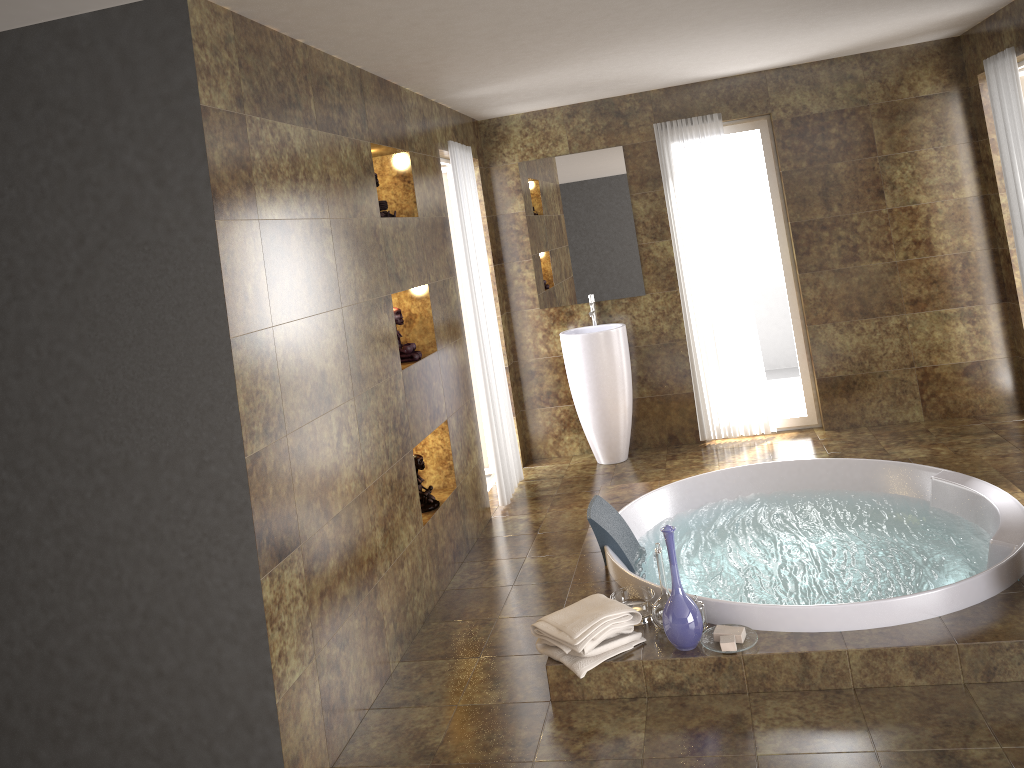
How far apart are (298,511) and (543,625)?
1.0m

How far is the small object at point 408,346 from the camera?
4.3 meters

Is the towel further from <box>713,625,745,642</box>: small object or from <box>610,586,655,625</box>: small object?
<box>713,625,745,642</box>: small object

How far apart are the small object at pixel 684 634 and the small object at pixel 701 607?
0.1 meters

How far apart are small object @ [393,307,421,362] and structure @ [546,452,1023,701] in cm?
125

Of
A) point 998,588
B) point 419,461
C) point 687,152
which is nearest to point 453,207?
point 687,152

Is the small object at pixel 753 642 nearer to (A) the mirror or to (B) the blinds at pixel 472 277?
(B) the blinds at pixel 472 277

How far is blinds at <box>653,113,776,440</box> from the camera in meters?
5.9

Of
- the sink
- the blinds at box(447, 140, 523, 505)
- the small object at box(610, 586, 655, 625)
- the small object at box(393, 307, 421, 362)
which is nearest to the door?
the blinds at box(447, 140, 523, 505)

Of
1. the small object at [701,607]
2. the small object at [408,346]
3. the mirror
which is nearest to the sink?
the mirror
